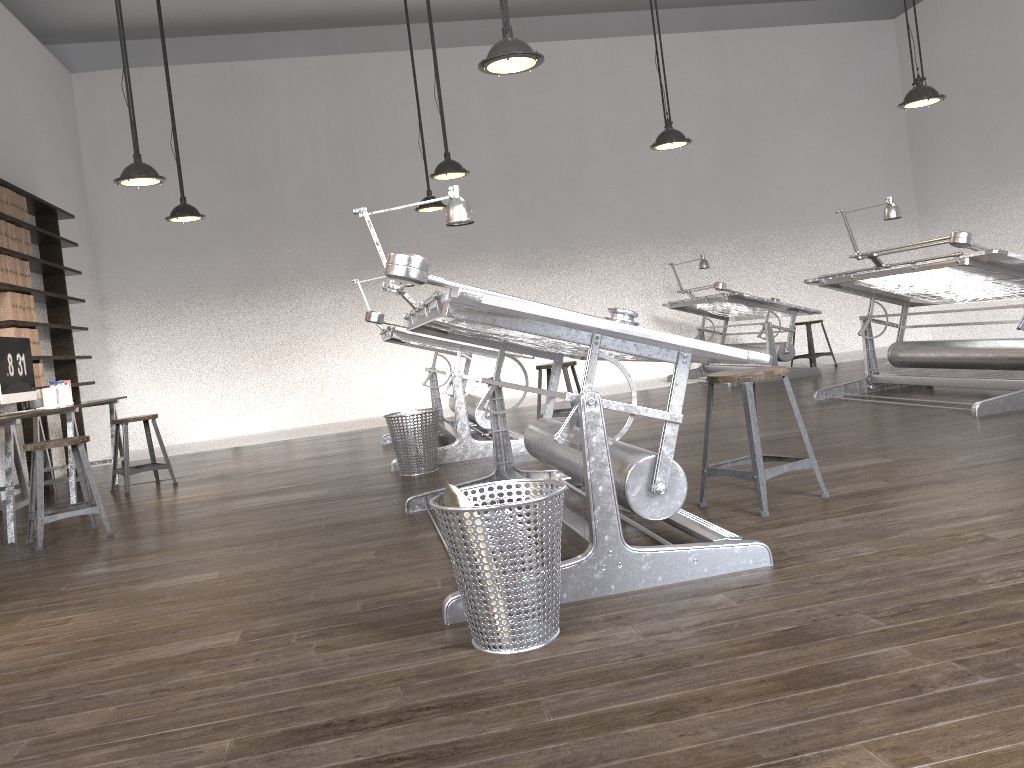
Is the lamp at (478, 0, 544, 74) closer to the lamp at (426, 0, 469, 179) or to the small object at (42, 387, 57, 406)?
the lamp at (426, 0, 469, 179)

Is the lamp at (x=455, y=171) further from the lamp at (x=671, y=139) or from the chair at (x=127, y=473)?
the chair at (x=127, y=473)

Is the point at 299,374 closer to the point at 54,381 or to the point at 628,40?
the point at 54,381

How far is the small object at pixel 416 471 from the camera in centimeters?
537cm

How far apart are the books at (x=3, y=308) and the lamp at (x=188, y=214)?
1.3m

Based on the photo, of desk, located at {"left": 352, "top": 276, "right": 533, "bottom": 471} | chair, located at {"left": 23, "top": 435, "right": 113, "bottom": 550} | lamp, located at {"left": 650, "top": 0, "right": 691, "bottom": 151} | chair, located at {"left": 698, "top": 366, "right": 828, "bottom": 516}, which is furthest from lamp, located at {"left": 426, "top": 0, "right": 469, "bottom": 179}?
chair, located at {"left": 698, "top": 366, "right": 828, "bottom": 516}

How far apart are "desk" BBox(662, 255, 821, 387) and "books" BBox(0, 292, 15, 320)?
6.0m

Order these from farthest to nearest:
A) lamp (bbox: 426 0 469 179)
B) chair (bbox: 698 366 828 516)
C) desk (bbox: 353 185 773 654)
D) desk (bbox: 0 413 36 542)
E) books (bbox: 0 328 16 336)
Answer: books (bbox: 0 328 16 336) < lamp (bbox: 426 0 469 179) < desk (bbox: 0 413 36 542) < chair (bbox: 698 366 828 516) < desk (bbox: 353 185 773 654)

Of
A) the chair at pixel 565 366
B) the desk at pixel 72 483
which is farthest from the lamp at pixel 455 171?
the desk at pixel 72 483

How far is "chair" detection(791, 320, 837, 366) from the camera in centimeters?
944cm
